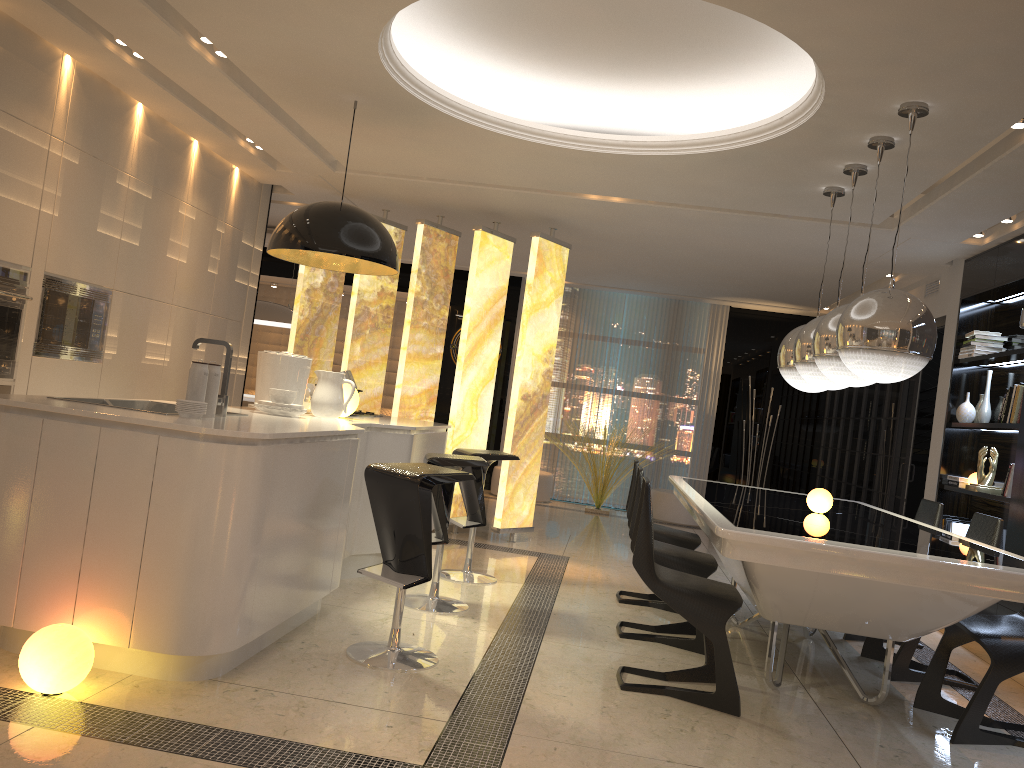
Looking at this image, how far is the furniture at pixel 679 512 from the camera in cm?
993

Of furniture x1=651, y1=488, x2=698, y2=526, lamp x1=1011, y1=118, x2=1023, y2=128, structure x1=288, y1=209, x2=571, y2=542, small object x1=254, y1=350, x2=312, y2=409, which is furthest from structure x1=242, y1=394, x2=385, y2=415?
lamp x1=1011, y1=118, x2=1023, y2=128

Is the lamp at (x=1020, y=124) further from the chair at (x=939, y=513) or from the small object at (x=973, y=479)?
the small object at (x=973, y=479)

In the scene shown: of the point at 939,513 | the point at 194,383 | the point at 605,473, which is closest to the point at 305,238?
the point at 194,383

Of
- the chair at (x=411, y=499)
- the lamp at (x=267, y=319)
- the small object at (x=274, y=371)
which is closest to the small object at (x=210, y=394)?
the chair at (x=411, y=499)

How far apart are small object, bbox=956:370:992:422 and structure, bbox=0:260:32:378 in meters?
6.0 m

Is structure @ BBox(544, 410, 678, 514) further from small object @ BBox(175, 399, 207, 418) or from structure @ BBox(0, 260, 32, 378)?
small object @ BBox(175, 399, 207, 418)

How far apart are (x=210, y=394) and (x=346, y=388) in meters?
1.6 m

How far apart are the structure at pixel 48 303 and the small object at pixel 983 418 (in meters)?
5.82

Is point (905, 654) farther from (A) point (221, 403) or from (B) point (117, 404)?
(B) point (117, 404)
